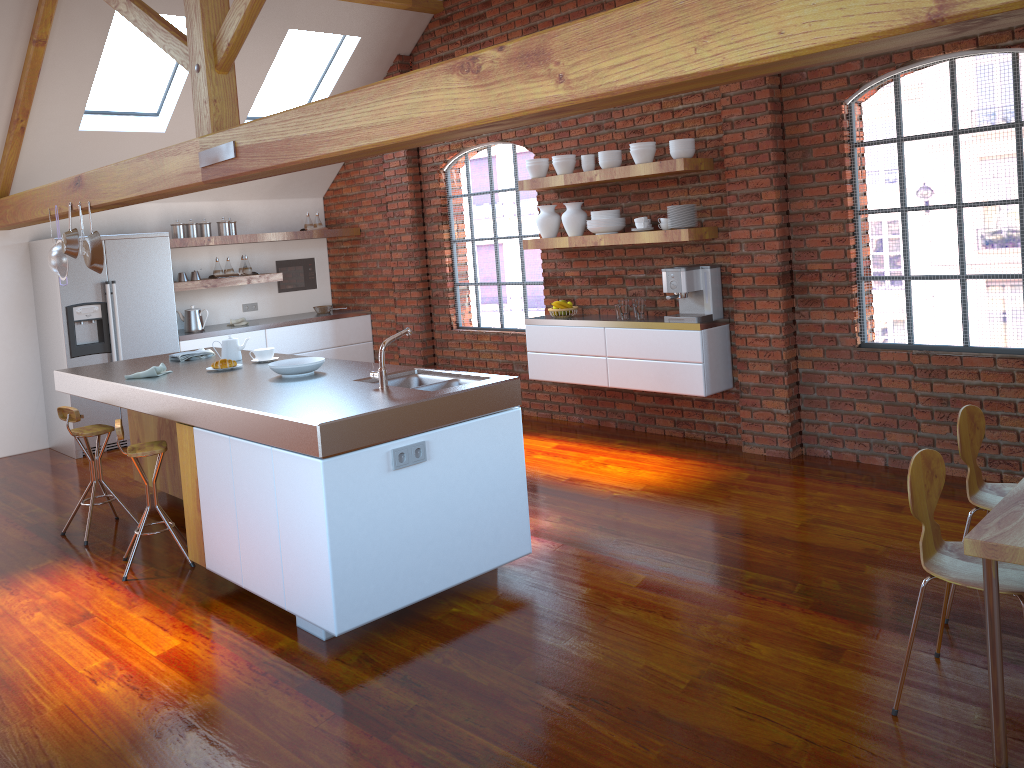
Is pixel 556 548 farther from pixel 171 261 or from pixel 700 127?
pixel 171 261

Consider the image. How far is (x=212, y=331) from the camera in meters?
7.8

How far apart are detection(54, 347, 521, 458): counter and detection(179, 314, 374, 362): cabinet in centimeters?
200cm

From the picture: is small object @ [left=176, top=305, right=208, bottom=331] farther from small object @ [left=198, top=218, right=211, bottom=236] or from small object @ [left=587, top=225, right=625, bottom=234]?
small object @ [left=587, top=225, right=625, bottom=234]

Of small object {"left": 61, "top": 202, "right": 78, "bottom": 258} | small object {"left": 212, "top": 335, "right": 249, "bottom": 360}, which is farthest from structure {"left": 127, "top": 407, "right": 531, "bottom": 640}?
small object {"left": 61, "top": 202, "right": 78, "bottom": 258}

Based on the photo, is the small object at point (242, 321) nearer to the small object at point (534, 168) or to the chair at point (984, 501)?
the small object at point (534, 168)

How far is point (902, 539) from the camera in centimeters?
414cm

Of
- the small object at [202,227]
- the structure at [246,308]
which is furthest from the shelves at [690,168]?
the structure at [246,308]

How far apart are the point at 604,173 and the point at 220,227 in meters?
3.9 m

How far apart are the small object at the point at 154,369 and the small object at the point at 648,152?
3.2 meters
